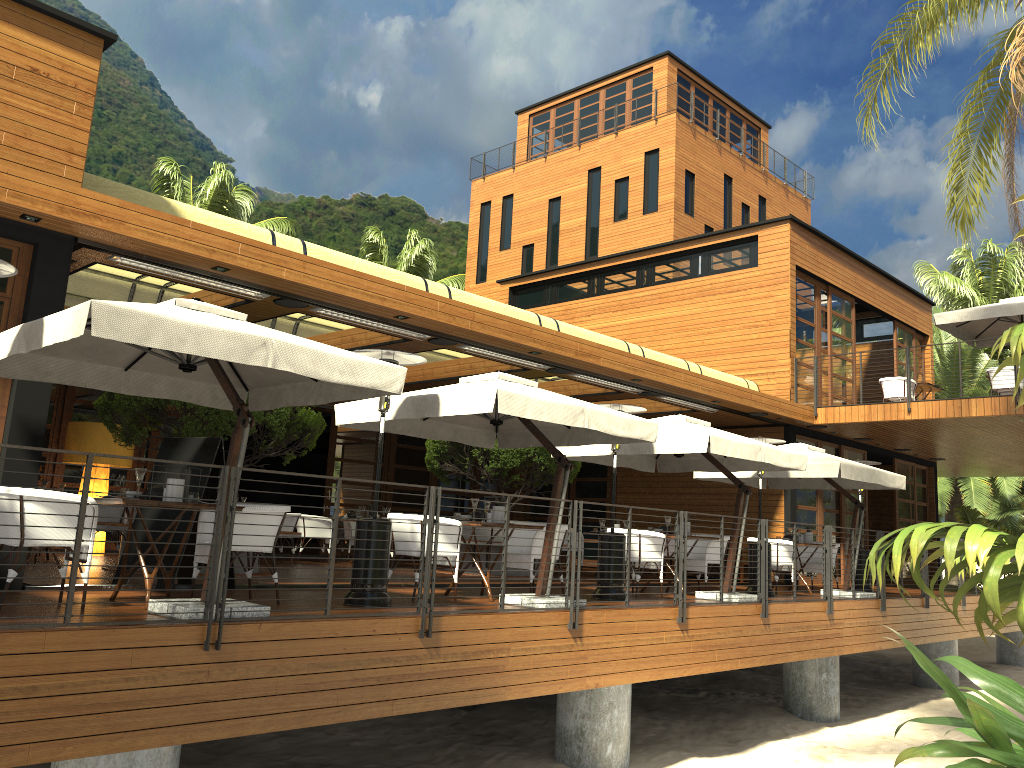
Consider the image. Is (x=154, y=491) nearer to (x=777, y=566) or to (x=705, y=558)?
(x=705, y=558)

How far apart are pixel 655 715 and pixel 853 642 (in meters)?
2.92

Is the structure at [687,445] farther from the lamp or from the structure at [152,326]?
the lamp

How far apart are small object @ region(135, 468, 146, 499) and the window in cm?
171

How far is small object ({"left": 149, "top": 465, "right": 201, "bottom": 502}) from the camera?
6.46m

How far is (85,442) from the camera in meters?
13.2 m

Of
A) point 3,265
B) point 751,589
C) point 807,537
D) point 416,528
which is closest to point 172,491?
point 3,265

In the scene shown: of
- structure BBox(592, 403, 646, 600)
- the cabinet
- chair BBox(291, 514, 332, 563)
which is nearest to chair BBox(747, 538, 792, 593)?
the cabinet

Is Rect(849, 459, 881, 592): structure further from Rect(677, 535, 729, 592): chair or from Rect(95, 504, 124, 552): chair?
Rect(95, 504, 124, 552): chair

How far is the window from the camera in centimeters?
743cm
